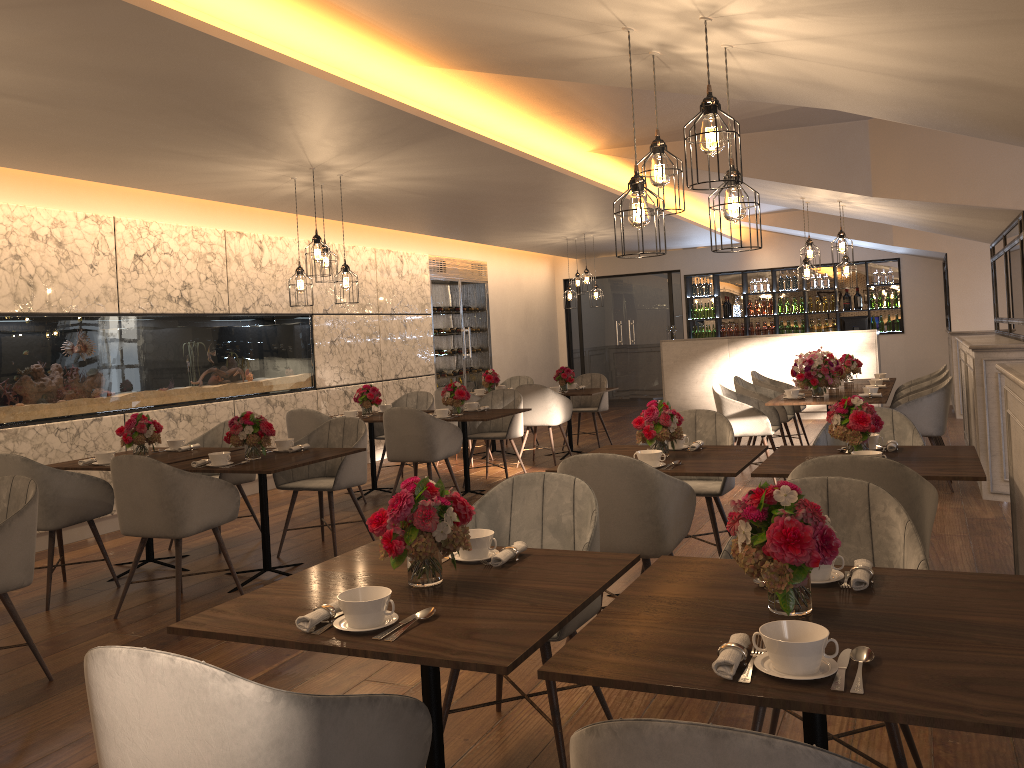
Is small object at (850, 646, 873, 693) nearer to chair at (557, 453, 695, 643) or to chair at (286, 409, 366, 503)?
chair at (557, 453, 695, 643)

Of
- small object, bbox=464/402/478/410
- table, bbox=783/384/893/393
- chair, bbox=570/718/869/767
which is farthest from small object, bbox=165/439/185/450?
table, bbox=783/384/893/393

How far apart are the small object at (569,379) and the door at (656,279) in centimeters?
539cm

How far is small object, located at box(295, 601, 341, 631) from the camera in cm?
→ 203

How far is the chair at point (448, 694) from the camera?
2.9m

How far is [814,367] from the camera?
7.29m

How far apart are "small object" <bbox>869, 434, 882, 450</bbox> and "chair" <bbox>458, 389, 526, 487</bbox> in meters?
4.1 m

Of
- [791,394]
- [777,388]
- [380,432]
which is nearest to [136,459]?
[380,432]

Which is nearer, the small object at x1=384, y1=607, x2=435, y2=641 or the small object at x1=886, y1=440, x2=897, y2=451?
the small object at x1=384, y1=607, x2=435, y2=641

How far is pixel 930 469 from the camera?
3.68m
